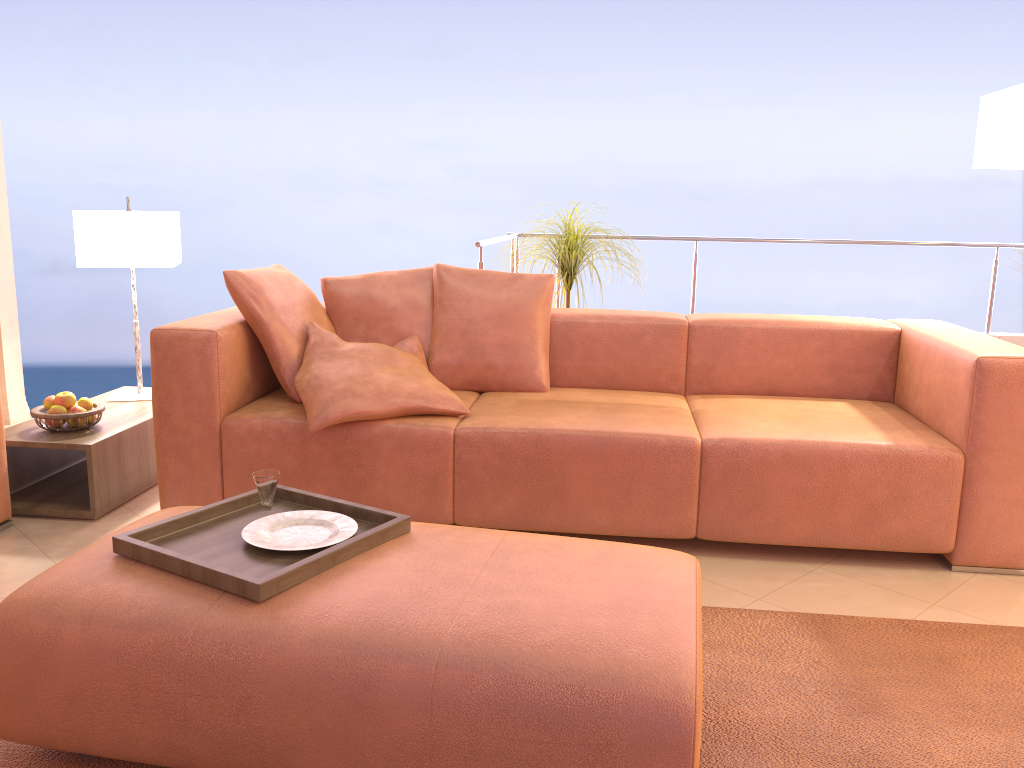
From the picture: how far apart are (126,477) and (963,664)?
2.6 meters

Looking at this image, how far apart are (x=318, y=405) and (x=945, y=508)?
1.9 meters

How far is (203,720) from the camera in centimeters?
151cm

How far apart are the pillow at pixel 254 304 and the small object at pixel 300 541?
1.05m

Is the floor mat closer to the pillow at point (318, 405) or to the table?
the pillow at point (318, 405)

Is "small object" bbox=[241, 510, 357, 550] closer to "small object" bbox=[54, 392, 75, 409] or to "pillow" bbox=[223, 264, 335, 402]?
"pillow" bbox=[223, 264, 335, 402]

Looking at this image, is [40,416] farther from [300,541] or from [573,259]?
[573,259]

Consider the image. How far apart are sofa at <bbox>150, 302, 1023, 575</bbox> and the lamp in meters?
0.6

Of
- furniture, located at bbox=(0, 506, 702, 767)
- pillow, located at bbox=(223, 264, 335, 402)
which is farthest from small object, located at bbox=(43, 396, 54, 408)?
furniture, located at bbox=(0, 506, 702, 767)

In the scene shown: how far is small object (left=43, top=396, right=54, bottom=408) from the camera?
3.0 meters
